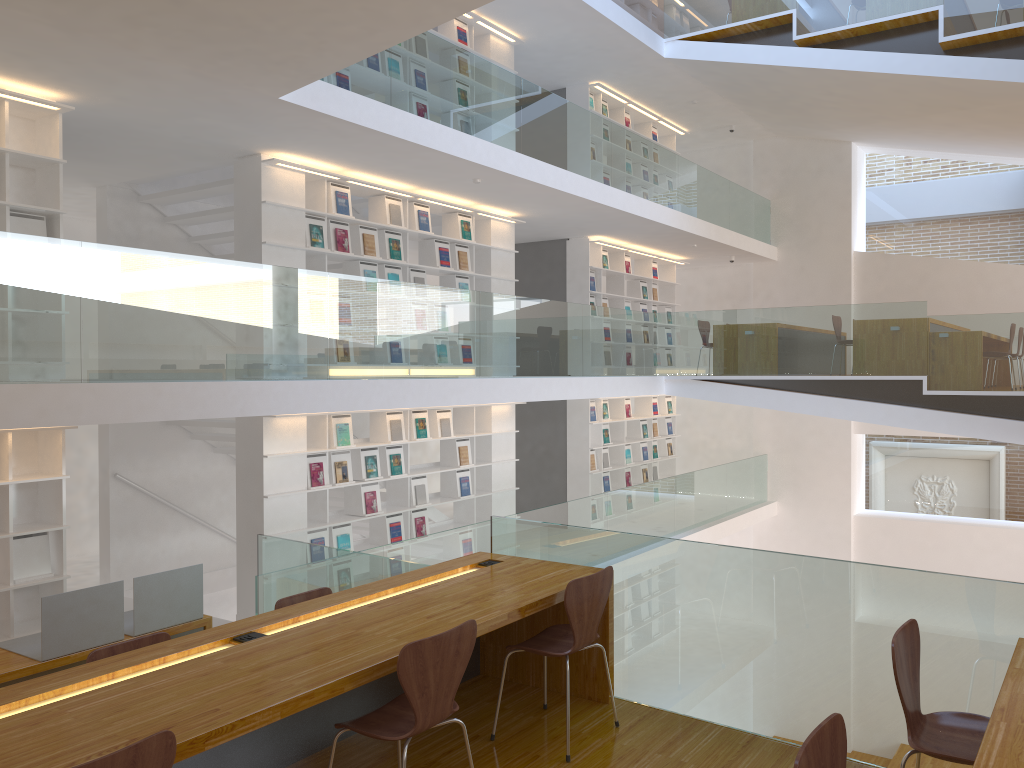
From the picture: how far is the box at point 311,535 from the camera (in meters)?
7.67

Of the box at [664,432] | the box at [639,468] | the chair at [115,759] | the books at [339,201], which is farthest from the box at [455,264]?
the chair at [115,759]

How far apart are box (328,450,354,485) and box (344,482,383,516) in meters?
0.3 m

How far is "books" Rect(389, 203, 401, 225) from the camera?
8.5 meters

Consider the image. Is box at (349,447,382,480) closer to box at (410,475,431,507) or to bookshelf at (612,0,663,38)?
box at (410,475,431,507)

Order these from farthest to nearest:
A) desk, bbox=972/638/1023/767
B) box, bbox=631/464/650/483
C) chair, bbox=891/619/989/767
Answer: box, bbox=631/464/650/483 < chair, bbox=891/619/989/767 < desk, bbox=972/638/1023/767

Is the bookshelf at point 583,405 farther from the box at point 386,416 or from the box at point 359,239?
the box at point 359,239

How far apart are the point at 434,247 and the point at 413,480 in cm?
237

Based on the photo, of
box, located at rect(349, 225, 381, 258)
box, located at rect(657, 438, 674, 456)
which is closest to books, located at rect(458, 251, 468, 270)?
box, located at rect(349, 225, 381, 258)

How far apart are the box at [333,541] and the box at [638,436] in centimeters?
608cm
